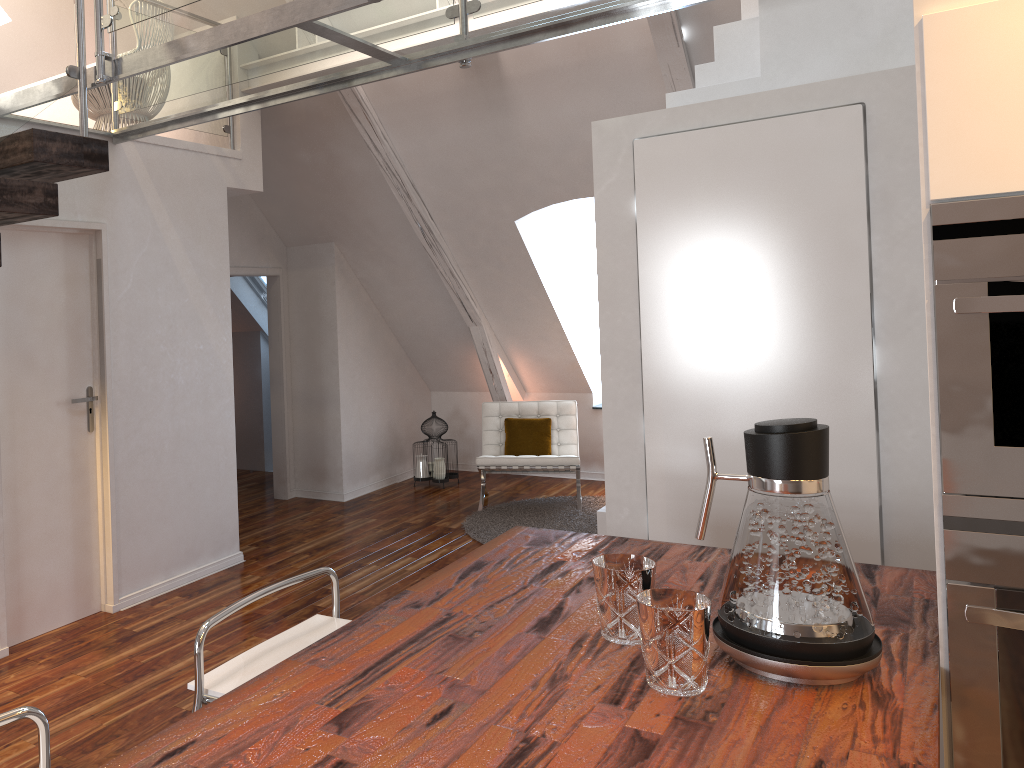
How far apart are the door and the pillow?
2.83m

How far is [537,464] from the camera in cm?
571

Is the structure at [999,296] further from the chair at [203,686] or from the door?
the door

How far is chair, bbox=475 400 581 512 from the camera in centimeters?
571cm

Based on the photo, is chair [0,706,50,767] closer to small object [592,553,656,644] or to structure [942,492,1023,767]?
small object [592,553,656,644]

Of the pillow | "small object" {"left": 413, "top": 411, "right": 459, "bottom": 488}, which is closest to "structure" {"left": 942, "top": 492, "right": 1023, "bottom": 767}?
the pillow

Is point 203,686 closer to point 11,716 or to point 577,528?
point 11,716

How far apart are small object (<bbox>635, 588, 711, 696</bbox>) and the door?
3.0m

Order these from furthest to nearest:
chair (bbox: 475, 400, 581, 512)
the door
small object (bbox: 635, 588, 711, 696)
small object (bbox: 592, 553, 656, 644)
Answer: chair (bbox: 475, 400, 581, 512)
the door
small object (bbox: 592, 553, 656, 644)
small object (bbox: 635, 588, 711, 696)

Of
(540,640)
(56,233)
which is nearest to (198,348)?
(56,233)
